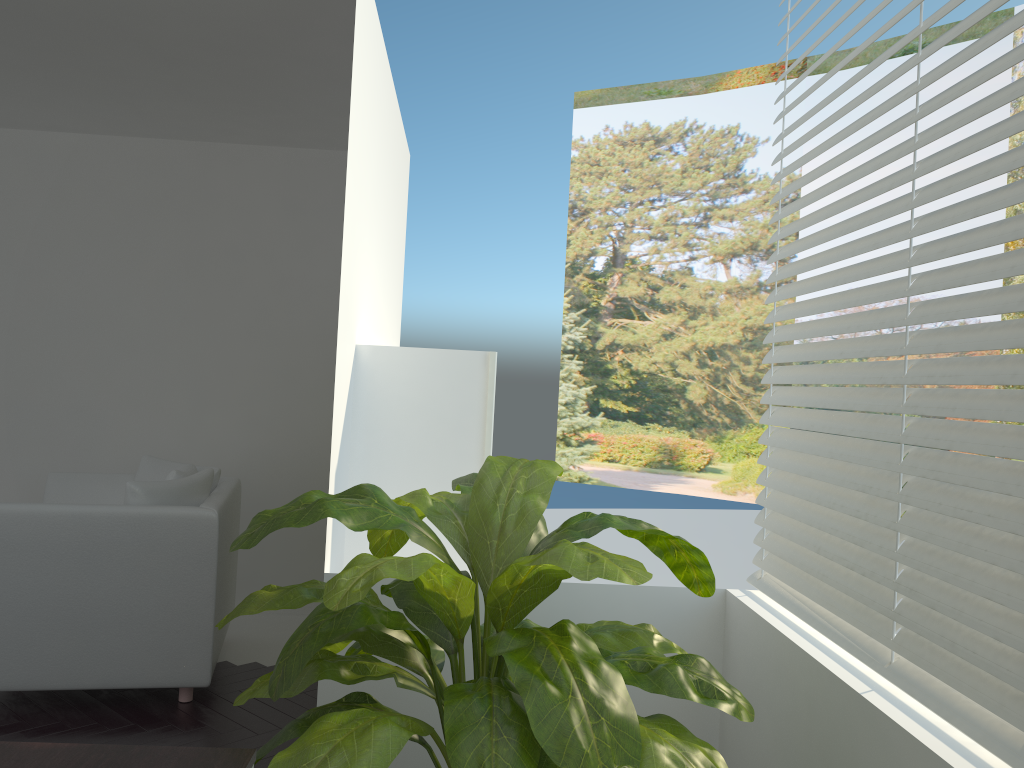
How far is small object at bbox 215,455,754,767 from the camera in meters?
1.4 m

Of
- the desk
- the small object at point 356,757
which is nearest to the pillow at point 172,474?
the small object at point 356,757

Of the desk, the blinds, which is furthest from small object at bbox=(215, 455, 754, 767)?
the blinds

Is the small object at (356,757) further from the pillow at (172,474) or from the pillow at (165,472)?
the pillow at (165,472)

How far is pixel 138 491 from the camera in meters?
3.6 m

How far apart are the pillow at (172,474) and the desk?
2.4 meters

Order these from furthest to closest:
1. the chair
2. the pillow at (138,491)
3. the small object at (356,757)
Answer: the pillow at (138,491), the chair, the small object at (356,757)

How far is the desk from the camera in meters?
1.5

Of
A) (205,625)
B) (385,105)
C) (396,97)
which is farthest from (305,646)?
(396,97)

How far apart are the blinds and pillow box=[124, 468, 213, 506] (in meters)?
2.34
